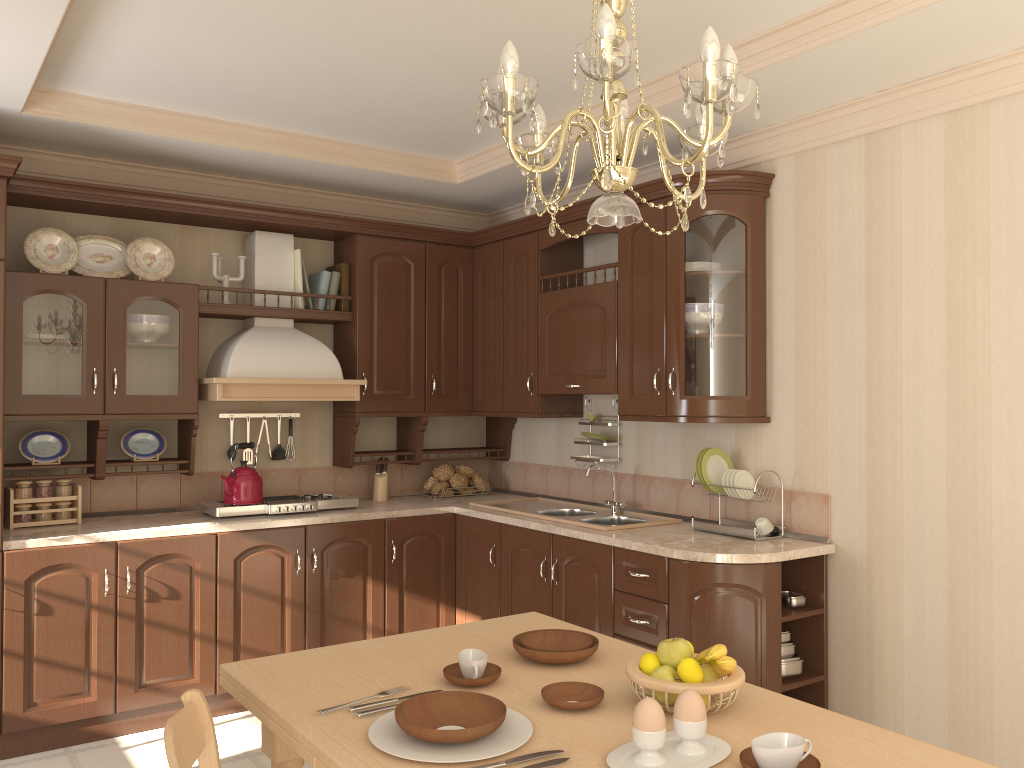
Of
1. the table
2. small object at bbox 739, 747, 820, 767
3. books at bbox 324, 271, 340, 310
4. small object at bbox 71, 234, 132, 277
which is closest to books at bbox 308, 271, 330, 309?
books at bbox 324, 271, 340, 310

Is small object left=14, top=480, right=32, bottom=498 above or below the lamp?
below

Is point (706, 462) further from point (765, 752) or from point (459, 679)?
point (765, 752)

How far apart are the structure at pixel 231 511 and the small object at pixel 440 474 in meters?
0.6

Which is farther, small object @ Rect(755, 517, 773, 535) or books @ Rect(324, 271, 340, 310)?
books @ Rect(324, 271, 340, 310)

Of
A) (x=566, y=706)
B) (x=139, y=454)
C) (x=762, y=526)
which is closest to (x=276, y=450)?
(x=139, y=454)

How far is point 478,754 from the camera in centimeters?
150cm

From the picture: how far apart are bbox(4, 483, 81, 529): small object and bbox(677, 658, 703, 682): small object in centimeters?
309cm

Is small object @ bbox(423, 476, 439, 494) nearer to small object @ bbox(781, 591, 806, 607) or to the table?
small object @ bbox(781, 591, 806, 607)

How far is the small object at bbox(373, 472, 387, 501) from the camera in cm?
475
